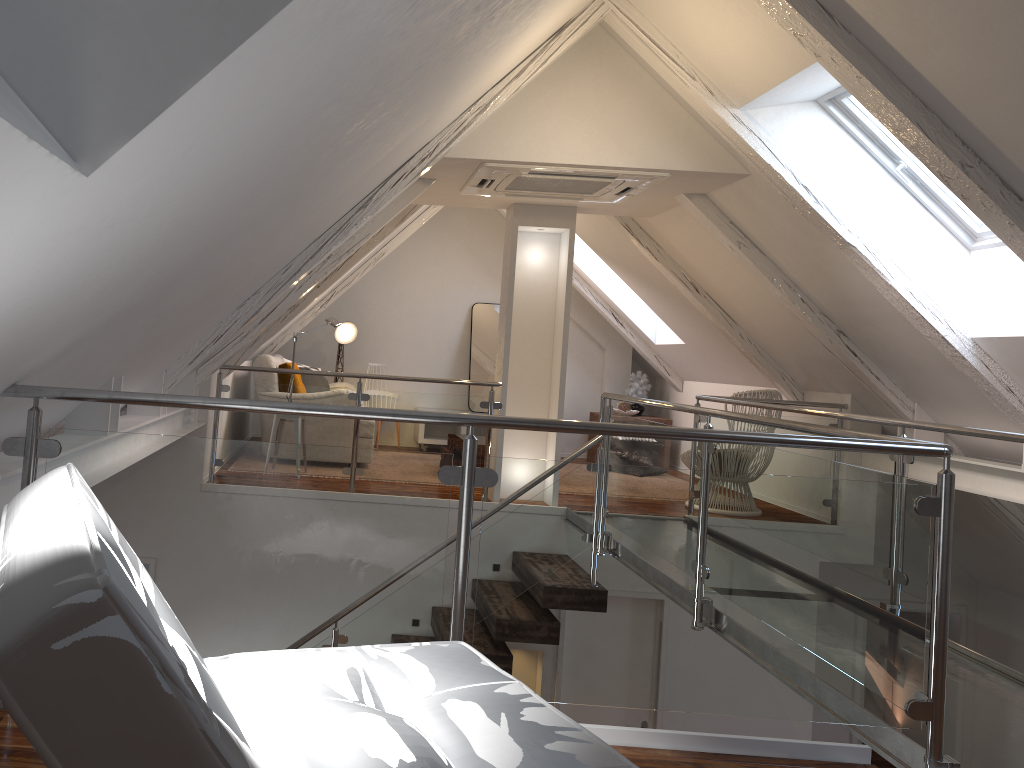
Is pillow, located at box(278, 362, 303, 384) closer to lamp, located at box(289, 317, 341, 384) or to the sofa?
the sofa

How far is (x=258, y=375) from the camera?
6.17m

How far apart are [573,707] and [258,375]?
3.10m

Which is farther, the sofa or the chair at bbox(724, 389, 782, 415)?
the sofa

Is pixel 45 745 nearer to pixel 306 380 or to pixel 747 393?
pixel 747 393

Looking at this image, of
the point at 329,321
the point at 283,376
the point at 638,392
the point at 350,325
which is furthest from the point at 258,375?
the point at 638,392

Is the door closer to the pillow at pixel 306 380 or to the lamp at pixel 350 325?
the pillow at pixel 306 380

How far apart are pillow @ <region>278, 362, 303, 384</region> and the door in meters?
2.9

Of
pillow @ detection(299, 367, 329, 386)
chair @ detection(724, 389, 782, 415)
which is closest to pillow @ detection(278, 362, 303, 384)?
pillow @ detection(299, 367, 329, 386)

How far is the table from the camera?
8.26m
